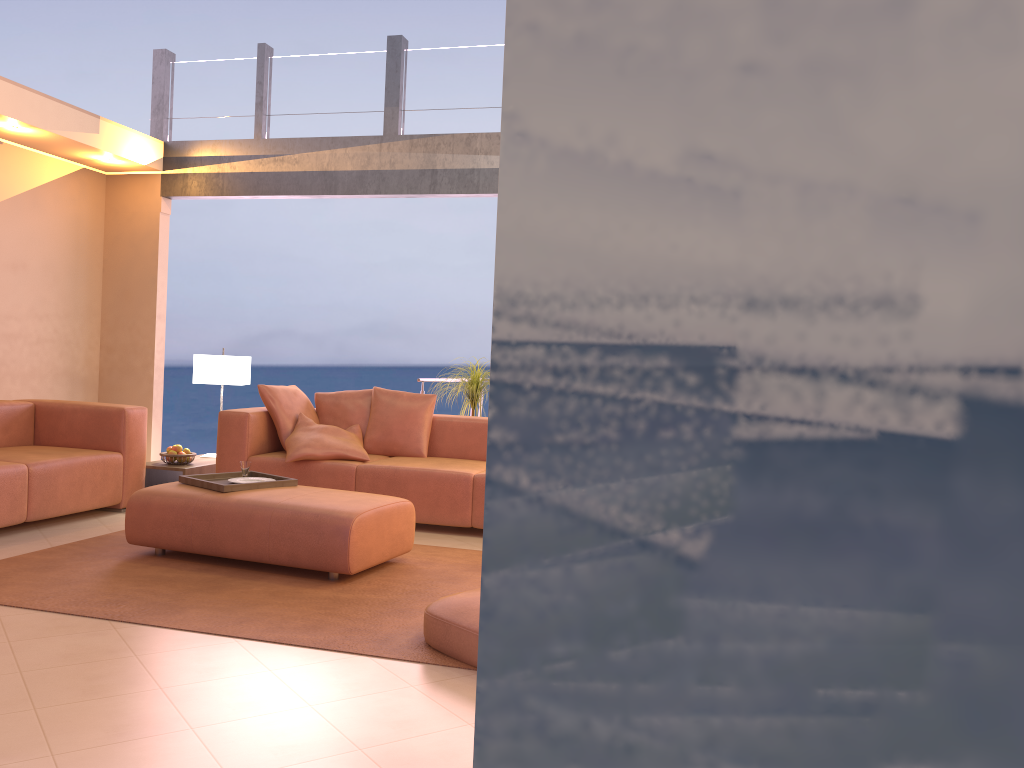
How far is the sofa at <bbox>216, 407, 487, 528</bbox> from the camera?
5.27m

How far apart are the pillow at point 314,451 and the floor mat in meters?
0.9

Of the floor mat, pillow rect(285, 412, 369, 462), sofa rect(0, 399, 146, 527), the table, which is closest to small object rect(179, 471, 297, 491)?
the floor mat

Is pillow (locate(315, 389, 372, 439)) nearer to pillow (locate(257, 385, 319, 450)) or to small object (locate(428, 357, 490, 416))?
pillow (locate(257, 385, 319, 450))

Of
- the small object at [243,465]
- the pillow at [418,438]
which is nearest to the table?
the pillow at [418,438]

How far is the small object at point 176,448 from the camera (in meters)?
5.95

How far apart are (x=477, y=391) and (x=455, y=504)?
1.41m

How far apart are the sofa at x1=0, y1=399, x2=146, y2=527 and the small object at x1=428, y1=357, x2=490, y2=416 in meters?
2.2

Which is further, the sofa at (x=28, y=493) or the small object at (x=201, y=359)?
the small object at (x=201, y=359)

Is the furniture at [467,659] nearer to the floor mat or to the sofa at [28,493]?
the floor mat
